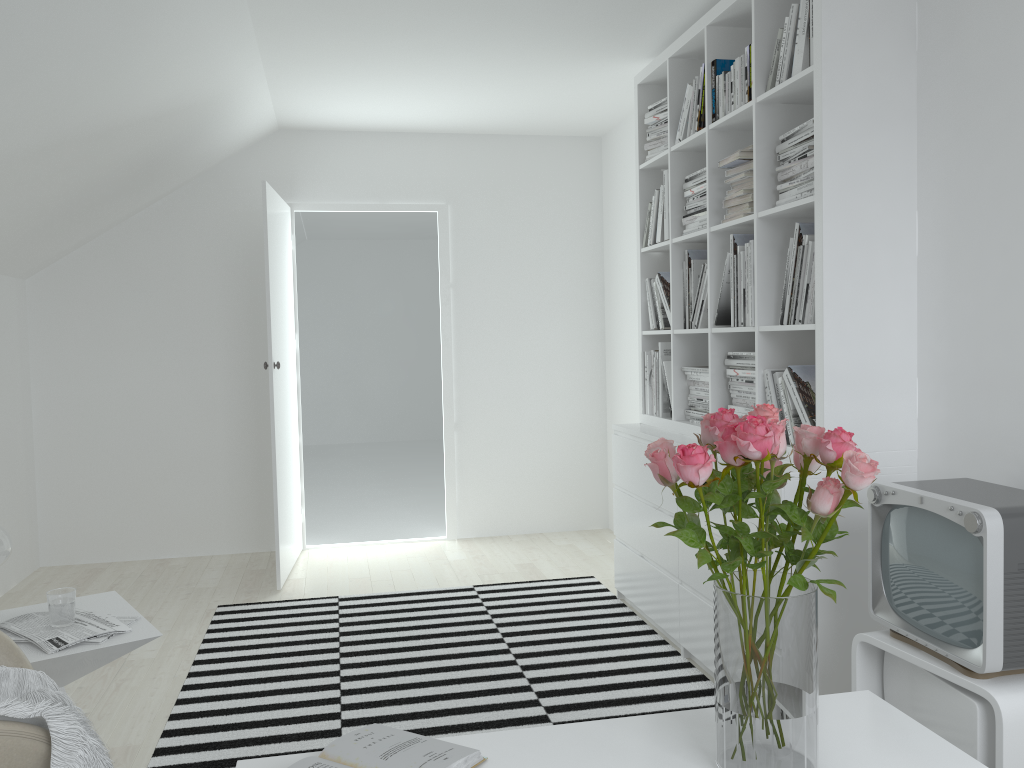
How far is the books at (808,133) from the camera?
2.7 meters

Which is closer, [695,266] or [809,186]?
[809,186]

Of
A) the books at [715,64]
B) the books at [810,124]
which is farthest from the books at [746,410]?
the books at [715,64]

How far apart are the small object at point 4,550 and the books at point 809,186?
2.4 meters

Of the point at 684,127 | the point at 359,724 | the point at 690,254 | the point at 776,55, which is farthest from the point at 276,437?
the point at 776,55

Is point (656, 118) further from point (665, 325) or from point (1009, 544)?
point (1009, 544)

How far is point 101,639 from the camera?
2.14m

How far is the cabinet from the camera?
1.8 meters

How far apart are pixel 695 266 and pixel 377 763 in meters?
2.6

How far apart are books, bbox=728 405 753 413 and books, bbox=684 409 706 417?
0.4 meters
